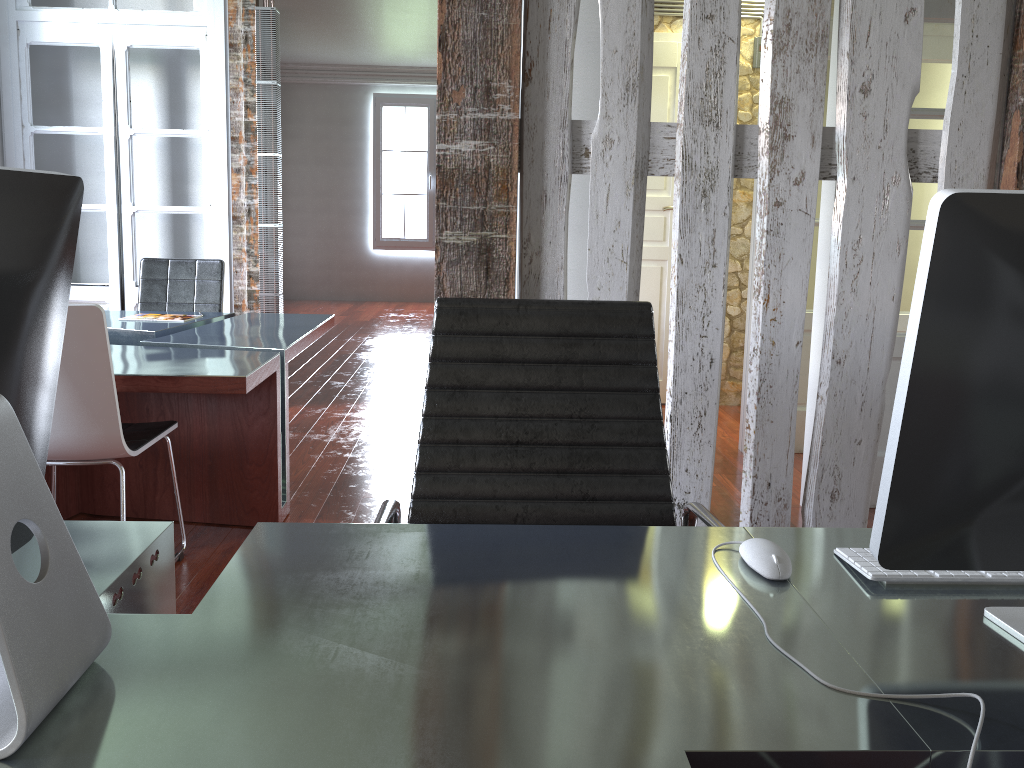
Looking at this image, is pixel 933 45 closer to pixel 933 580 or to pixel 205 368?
pixel 205 368

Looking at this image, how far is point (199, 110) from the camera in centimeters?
527cm

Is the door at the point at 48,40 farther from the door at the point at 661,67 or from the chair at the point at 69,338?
the door at the point at 661,67

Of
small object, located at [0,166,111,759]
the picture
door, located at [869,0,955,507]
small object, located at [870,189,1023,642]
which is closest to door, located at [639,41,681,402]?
door, located at [869,0,955,507]

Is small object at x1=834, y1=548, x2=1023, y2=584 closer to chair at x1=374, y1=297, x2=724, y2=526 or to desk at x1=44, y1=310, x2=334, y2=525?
chair at x1=374, y1=297, x2=724, y2=526

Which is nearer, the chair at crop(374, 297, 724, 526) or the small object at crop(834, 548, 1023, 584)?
the small object at crop(834, 548, 1023, 584)

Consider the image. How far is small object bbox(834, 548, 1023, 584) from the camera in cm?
111

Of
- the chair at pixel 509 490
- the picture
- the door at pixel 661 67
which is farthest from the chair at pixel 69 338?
the picture

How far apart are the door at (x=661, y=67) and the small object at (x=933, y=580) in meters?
4.4

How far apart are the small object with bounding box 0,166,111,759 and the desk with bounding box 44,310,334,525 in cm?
182
